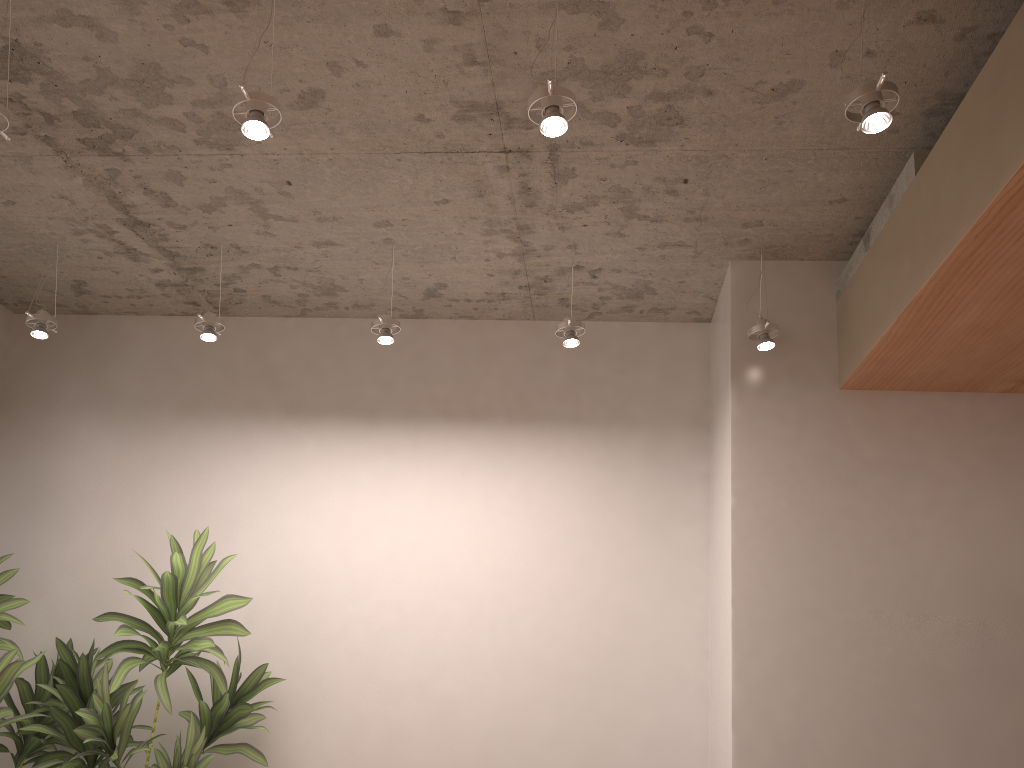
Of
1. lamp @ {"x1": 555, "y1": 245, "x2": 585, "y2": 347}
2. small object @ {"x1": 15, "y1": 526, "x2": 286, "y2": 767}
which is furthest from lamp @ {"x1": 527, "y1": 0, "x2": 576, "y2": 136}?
small object @ {"x1": 15, "y1": 526, "x2": 286, "y2": 767}

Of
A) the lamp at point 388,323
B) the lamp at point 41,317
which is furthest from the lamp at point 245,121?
the lamp at point 41,317

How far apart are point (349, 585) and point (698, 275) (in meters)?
2.31

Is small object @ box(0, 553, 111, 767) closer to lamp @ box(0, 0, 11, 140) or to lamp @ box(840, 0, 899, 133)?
lamp @ box(0, 0, 11, 140)

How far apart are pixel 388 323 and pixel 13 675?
2.15m

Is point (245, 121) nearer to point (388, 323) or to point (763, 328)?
point (388, 323)

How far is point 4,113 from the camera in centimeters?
259cm

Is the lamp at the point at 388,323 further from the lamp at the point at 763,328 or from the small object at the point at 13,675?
the small object at the point at 13,675

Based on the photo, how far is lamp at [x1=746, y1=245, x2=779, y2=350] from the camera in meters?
3.7 m

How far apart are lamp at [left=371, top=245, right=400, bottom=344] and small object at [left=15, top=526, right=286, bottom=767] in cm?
116
